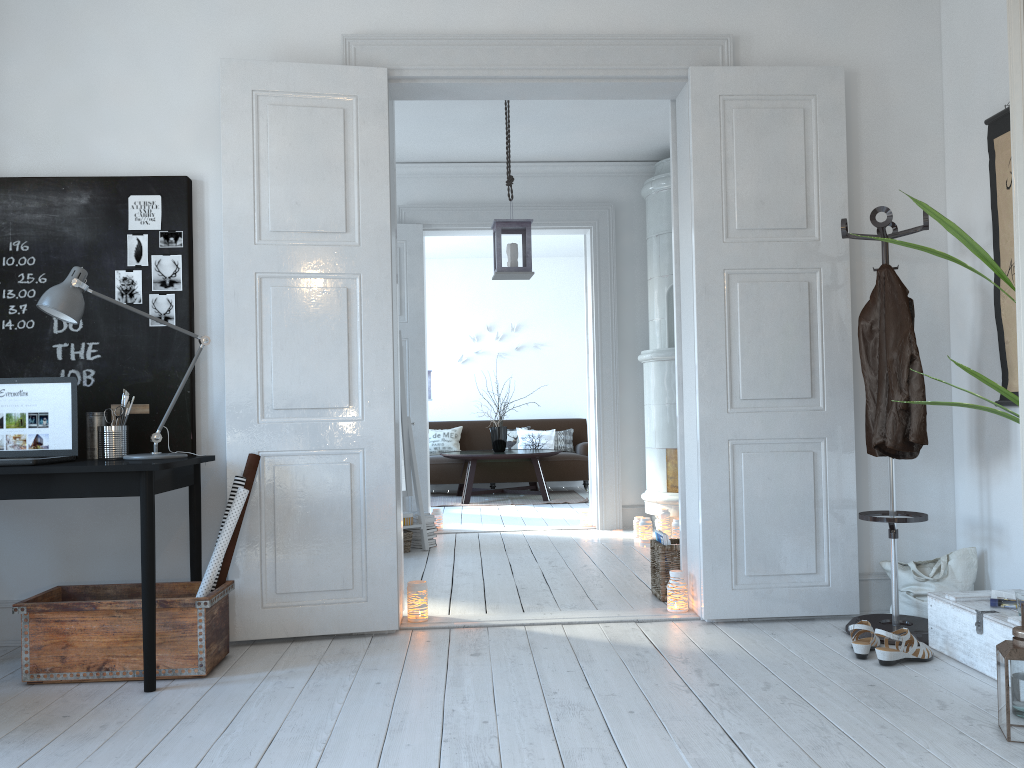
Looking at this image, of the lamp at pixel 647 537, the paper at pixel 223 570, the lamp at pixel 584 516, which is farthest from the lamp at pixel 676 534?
the paper at pixel 223 570

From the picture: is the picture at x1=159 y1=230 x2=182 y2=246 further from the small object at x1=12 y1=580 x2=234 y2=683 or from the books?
the books

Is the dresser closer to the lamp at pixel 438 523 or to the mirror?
the mirror

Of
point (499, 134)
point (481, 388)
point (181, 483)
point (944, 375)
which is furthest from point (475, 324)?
point (181, 483)

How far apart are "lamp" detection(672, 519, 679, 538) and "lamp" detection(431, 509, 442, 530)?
1.87m

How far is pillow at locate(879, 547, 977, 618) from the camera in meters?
3.6 m

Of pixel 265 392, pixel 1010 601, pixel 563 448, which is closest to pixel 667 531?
pixel 1010 601

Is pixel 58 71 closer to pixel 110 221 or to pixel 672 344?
pixel 110 221

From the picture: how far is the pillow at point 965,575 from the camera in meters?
3.6

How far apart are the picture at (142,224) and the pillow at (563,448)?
7.07m
